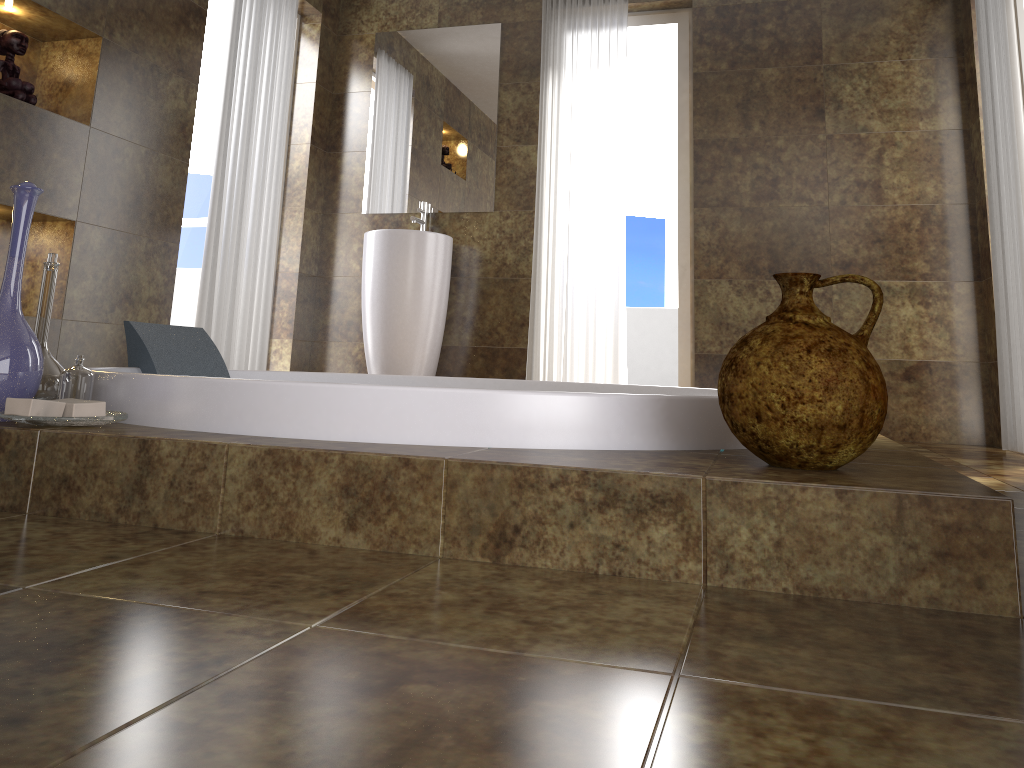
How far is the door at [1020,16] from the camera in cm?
367

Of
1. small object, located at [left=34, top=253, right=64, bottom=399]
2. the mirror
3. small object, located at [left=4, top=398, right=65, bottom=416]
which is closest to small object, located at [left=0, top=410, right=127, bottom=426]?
small object, located at [left=4, top=398, right=65, bottom=416]

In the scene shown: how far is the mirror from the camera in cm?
456

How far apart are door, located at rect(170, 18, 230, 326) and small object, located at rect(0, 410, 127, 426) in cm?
335

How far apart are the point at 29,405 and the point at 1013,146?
3.2m

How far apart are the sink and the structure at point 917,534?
2.7 meters

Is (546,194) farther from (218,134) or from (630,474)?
(630,474)

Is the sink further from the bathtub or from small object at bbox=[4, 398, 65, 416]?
small object at bbox=[4, 398, 65, 416]

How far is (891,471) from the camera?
1.2 meters

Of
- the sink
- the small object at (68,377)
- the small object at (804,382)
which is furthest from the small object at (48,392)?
the sink
